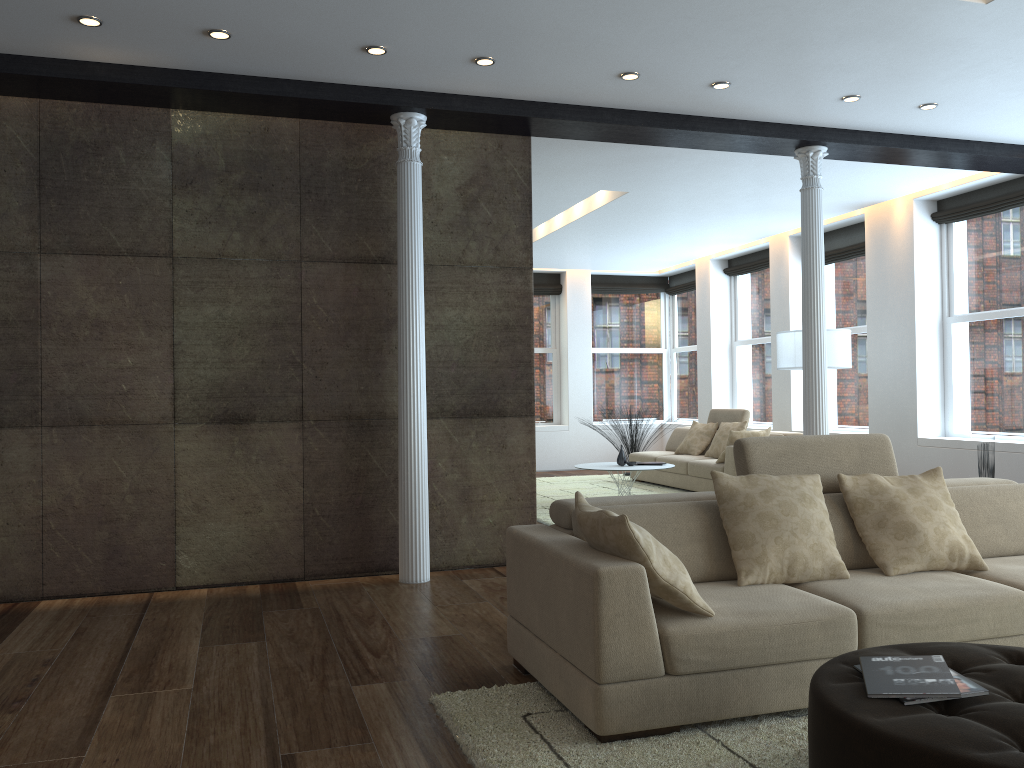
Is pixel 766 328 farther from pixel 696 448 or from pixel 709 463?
pixel 709 463

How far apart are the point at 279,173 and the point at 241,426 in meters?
1.6

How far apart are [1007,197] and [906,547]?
5.5m

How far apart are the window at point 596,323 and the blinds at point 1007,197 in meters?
5.8

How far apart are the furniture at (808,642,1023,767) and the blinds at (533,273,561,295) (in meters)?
10.93

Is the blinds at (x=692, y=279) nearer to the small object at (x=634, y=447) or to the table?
the small object at (x=634, y=447)

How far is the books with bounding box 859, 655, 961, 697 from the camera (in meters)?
2.25

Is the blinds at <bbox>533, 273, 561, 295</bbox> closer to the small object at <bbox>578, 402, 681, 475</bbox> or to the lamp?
the small object at <bbox>578, 402, 681, 475</bbox>

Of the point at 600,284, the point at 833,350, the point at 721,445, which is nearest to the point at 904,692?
the point at 833,350

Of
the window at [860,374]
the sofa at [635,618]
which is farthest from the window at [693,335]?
the sofa at [635,618]
